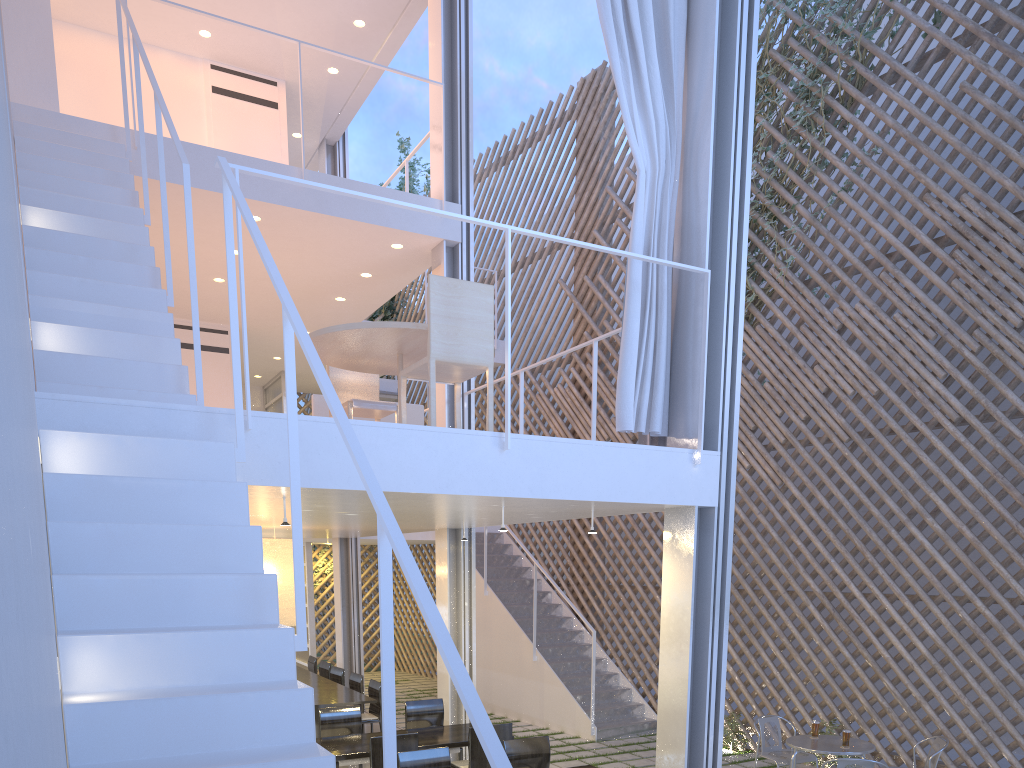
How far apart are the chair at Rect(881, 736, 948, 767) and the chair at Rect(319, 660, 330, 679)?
3.42m

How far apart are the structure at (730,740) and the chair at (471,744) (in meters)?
1.73

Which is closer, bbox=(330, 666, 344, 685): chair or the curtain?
the curtain

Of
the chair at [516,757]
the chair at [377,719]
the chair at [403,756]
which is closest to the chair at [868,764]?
the chair at [516,757]

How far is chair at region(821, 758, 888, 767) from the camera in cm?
278

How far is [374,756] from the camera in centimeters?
285cm

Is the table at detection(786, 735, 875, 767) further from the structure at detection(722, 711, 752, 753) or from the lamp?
the lamp

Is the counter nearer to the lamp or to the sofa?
the lamp

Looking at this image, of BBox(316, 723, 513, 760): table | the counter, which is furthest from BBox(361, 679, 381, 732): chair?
BBox(316, 723, 513, 760): table

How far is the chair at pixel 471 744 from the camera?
3.03m
